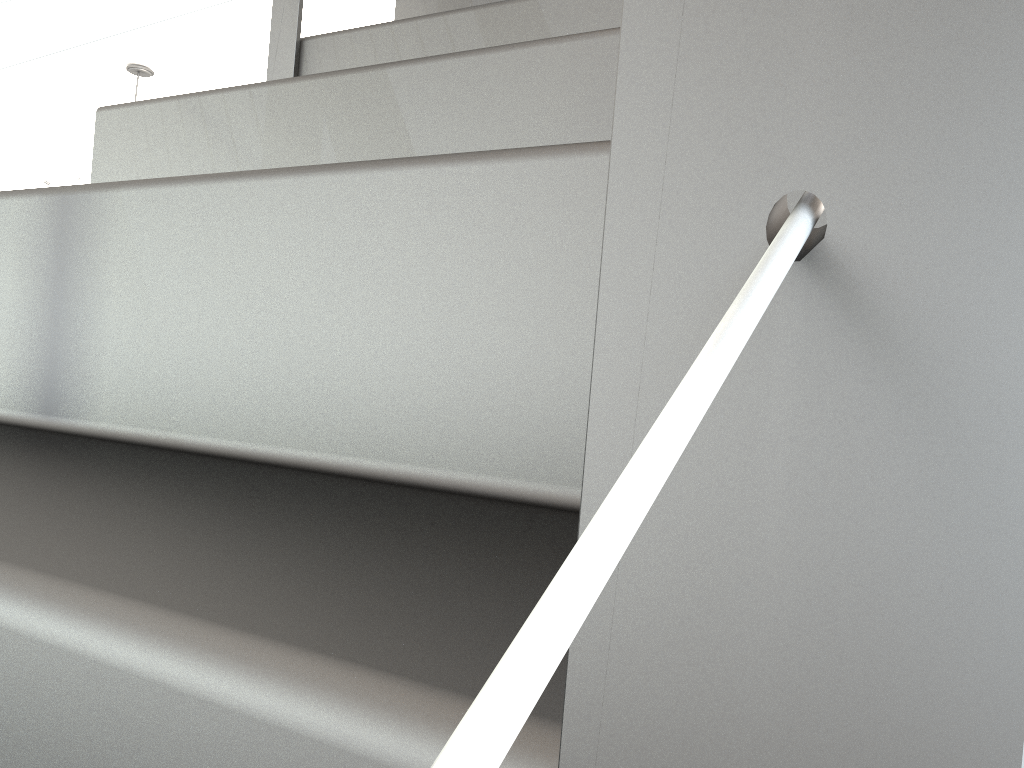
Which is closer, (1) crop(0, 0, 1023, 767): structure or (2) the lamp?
(1) crop(0, 0, 1023, 767): structure

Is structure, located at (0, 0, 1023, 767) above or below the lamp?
below

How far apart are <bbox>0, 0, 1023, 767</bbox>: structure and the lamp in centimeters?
190cm

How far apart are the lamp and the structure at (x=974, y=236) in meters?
1.9

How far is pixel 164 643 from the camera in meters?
0.2

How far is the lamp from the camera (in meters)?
2.92

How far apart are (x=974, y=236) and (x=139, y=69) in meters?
3.3

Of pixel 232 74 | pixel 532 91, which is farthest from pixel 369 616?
pixel 232 74

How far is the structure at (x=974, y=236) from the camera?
0.09m
